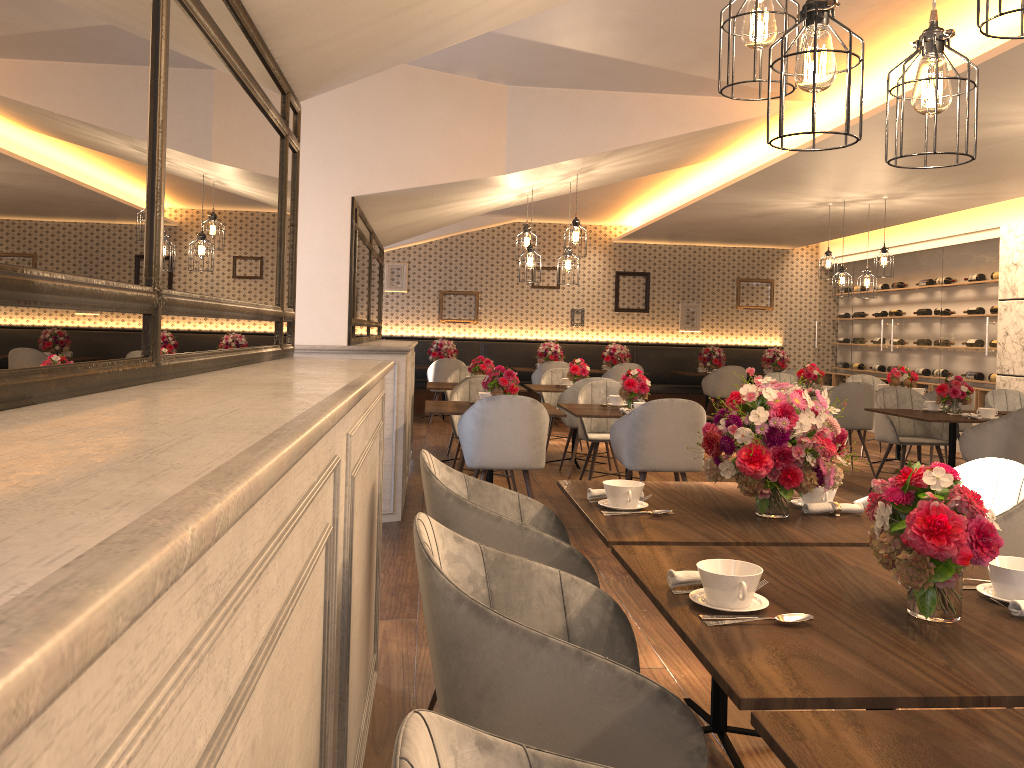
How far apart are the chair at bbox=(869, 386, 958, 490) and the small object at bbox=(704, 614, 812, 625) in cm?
581

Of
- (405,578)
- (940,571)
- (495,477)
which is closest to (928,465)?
(495,477)

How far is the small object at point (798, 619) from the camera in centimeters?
162cm

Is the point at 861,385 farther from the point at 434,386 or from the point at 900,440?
the point at 434,386

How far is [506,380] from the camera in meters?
5.9

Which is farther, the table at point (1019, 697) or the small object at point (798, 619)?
the small object at point (798, 619)

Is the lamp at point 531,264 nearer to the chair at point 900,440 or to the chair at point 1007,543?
the chair at point 900,440

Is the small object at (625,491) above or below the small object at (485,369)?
below

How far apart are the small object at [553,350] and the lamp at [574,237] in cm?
560

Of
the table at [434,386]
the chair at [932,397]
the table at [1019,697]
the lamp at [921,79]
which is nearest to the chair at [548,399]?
the table at [434,386]
